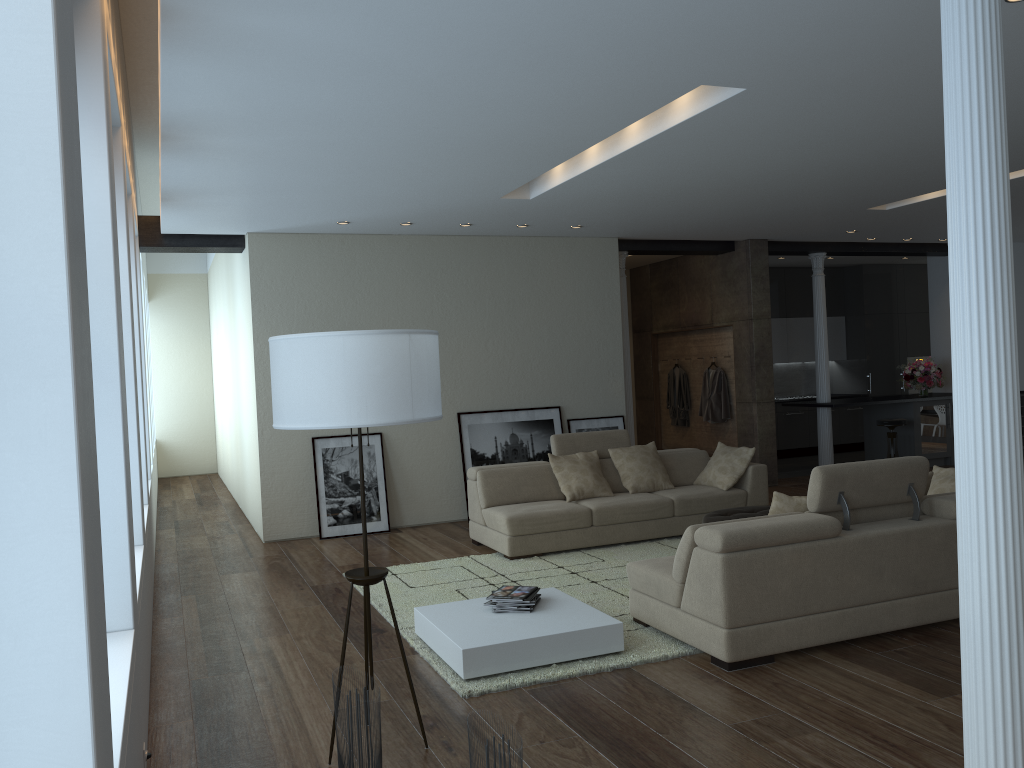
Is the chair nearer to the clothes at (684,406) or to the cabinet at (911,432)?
the cabinet at (911,432)

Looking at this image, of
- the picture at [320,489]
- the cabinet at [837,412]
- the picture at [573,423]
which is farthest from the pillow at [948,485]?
the cabinet at [837,412]

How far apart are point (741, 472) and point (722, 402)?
3.39m

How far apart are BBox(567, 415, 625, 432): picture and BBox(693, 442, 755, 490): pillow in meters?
1.7 m

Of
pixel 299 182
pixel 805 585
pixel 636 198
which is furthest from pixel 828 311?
pixel 805 585

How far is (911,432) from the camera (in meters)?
11.70

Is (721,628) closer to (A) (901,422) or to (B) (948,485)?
(B) (948,485)

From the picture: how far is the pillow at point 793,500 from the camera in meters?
5.0

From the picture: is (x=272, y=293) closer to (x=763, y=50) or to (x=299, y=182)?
(x=299, y=182)

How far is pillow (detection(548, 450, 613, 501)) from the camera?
7.74m
